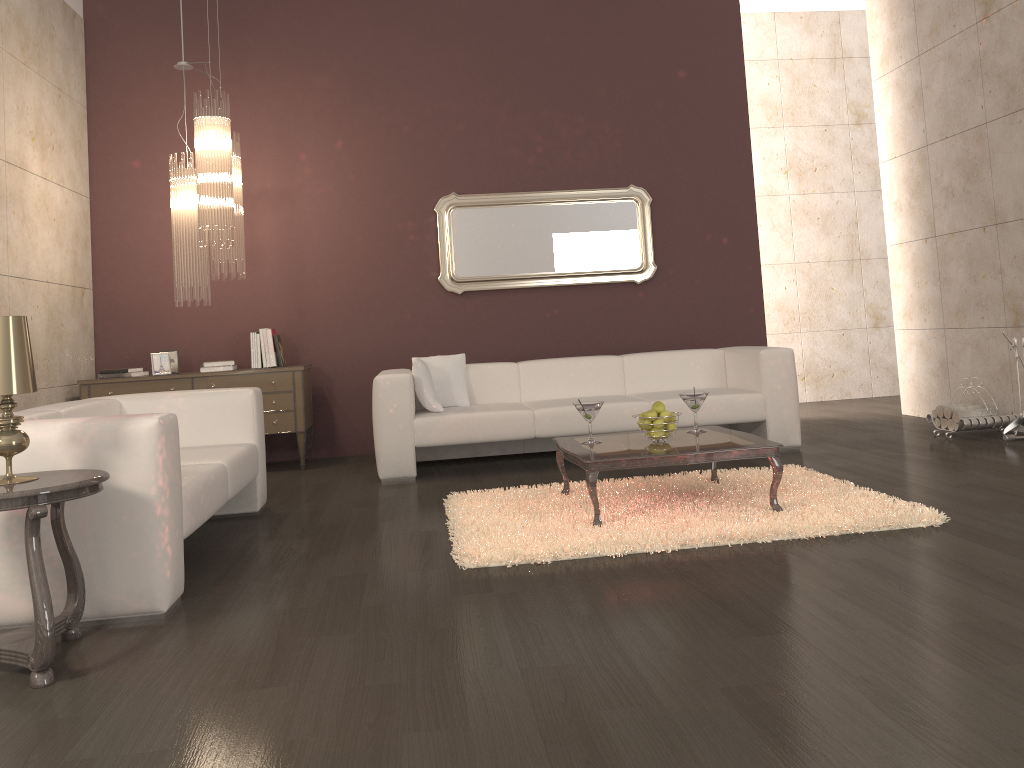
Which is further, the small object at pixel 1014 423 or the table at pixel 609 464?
the small object at pixel 1014 423

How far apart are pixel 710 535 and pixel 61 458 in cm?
237

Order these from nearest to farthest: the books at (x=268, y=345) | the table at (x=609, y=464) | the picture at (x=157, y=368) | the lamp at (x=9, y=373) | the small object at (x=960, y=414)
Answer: the lamp at (x=9, y=373), the table at (x=609, y=464), the small object at (x=960, y=414), the picture at (x=157, y=368), the books at (x=268, y=345)

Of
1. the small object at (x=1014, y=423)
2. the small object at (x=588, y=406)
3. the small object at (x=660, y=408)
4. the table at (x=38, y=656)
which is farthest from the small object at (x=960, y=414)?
the table at (x=38, y=656)

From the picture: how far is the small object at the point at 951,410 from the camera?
5.89m

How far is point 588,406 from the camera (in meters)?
4.19

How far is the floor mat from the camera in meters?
3.5

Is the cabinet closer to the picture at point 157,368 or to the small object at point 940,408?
the picture at point 157,368

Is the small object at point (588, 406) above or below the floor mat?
above

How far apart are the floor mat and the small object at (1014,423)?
1.7m
